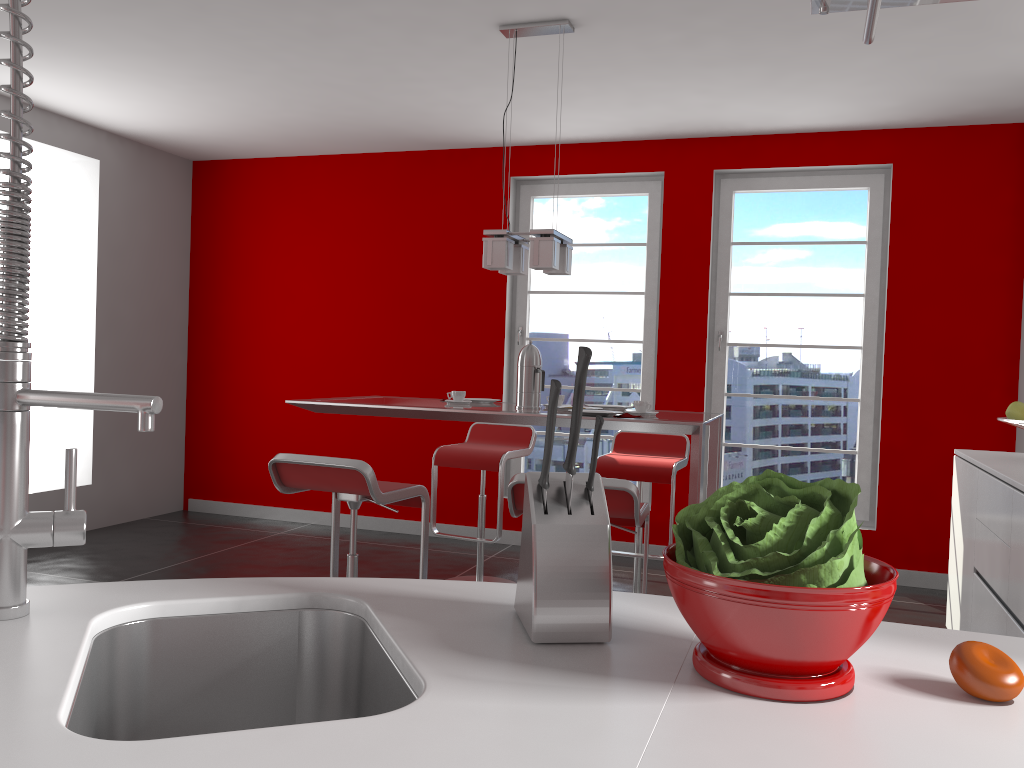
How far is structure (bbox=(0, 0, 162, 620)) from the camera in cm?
98

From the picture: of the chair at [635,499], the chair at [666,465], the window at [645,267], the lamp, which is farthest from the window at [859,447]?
the chair at [635,499]

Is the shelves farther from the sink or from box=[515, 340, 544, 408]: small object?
box=[515, 340, 544, 408]: small object

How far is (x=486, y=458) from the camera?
4.4m

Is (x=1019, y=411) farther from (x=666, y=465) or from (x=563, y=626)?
(x=563, y=626)

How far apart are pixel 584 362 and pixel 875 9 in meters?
0.5 m

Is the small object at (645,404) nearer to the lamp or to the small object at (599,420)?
the lamp

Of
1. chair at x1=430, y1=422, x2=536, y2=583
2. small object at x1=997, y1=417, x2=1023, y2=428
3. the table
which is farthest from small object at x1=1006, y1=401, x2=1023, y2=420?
chair at x1=430, y1=422, x2=536, y2=583

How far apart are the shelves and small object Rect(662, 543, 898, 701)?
0.58m

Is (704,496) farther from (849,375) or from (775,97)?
(775,97)
